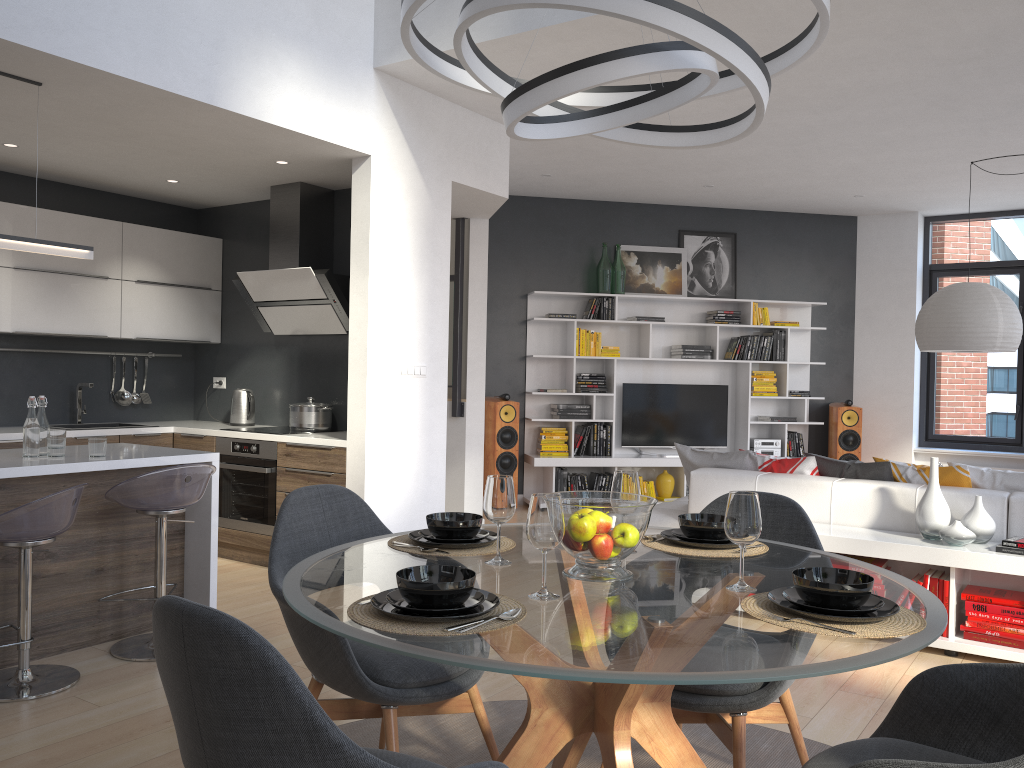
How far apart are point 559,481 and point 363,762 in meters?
7.1 m

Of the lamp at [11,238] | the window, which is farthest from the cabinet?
the window

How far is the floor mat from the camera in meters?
2.9 m

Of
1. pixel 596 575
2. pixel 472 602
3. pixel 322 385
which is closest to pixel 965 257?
pixel 322 385

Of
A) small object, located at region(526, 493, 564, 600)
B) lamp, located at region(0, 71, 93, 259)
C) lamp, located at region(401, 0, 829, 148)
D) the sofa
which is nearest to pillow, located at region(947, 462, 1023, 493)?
the sofa

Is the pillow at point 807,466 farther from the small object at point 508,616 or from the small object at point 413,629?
the small object at point 508,616

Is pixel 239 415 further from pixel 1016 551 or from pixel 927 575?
pixel 1016 551

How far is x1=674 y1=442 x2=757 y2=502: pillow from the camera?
5.3m

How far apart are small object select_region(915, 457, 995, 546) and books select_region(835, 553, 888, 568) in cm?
24

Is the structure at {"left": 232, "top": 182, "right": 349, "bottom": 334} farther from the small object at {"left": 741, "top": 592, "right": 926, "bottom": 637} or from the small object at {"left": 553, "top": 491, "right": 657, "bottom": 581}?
the small object at {"left": 741, "top": 592, "right": 926, "bottom": 637}
